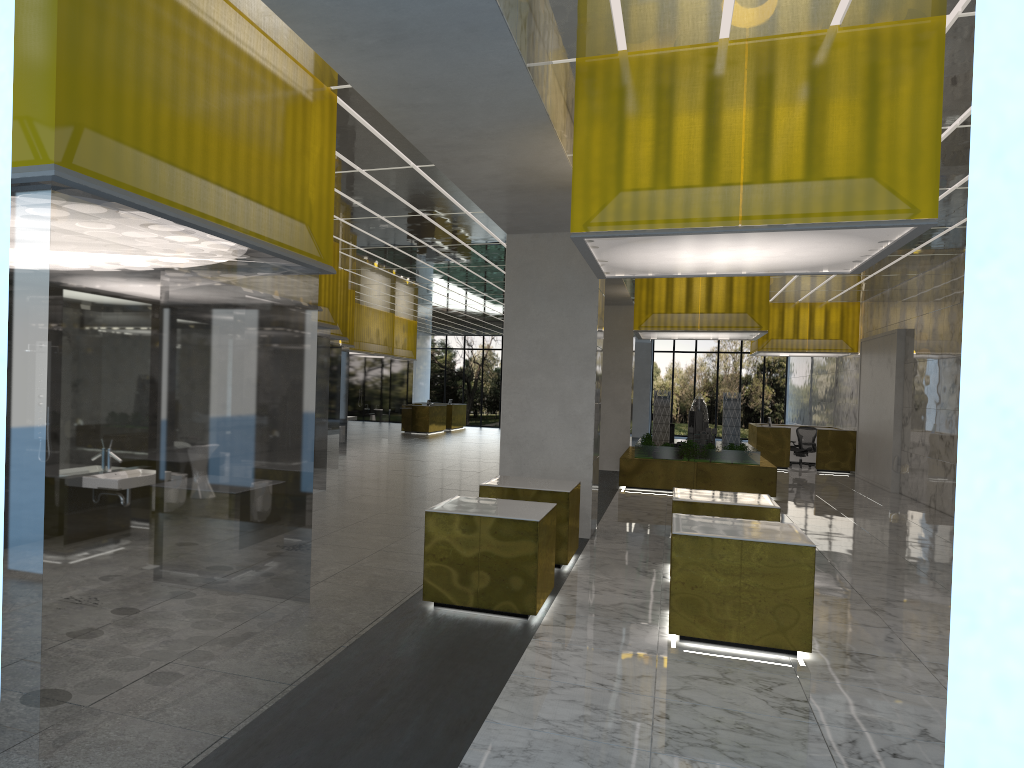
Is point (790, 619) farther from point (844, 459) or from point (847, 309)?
point (847, 309)

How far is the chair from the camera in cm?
3393

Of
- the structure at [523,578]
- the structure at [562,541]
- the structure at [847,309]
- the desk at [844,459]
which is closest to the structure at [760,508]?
the structure at [562,541]

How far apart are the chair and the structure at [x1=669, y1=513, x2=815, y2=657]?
24.8m

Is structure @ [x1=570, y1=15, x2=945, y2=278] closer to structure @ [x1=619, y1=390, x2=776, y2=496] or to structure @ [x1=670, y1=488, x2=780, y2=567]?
structure @ [x1=670, y1=488, x2=780, y2=567]

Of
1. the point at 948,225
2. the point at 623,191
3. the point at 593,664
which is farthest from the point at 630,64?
the point at 948,225

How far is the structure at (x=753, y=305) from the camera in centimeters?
2276cm

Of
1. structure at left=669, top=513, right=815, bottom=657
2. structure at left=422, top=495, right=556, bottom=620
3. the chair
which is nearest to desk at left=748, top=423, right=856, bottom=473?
the chair

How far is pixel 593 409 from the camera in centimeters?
1562cm

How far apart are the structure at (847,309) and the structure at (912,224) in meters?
22.1
